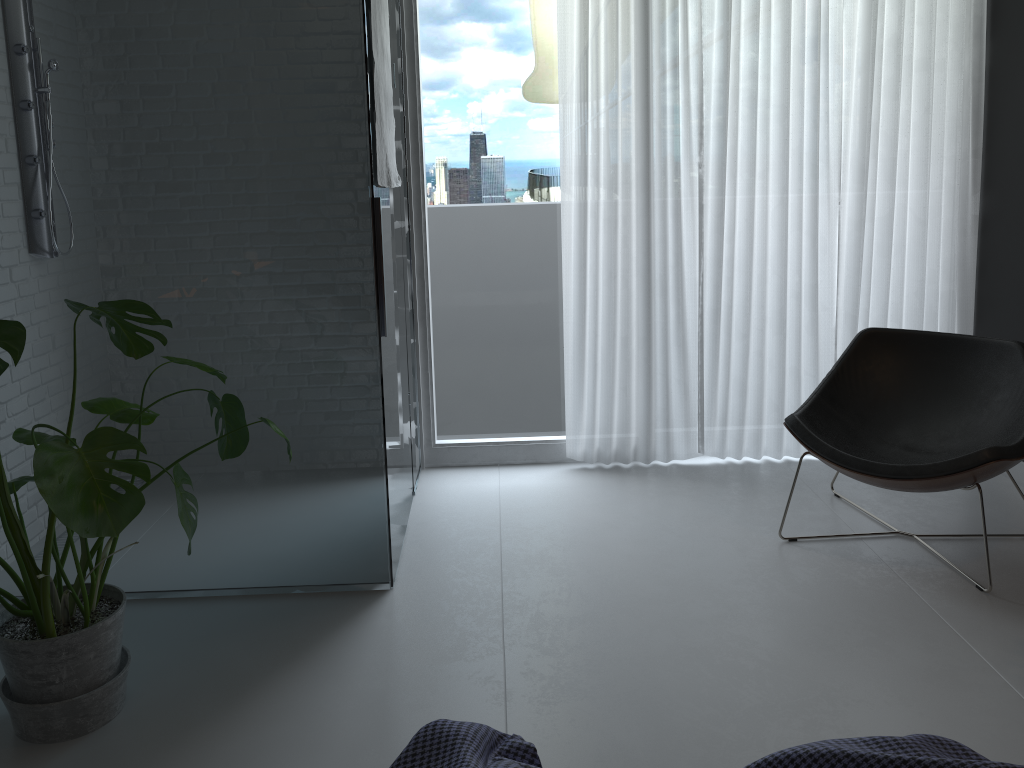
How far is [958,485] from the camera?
2.82m

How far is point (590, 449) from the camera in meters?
4.0 m

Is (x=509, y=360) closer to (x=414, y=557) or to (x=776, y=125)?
(x=414, y=557)

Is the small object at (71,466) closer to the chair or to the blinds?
the blinds

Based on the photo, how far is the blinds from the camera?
3.67m

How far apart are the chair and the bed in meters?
1.8

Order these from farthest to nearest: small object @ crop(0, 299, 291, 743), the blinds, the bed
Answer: the blinds < small object @ crop(0, 299, 291, 743) < the bed

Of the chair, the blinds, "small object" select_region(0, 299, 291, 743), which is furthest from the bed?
the blinds

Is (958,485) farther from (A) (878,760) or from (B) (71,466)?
(B) (71,466)

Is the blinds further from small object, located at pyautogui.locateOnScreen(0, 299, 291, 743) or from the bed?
the bed
